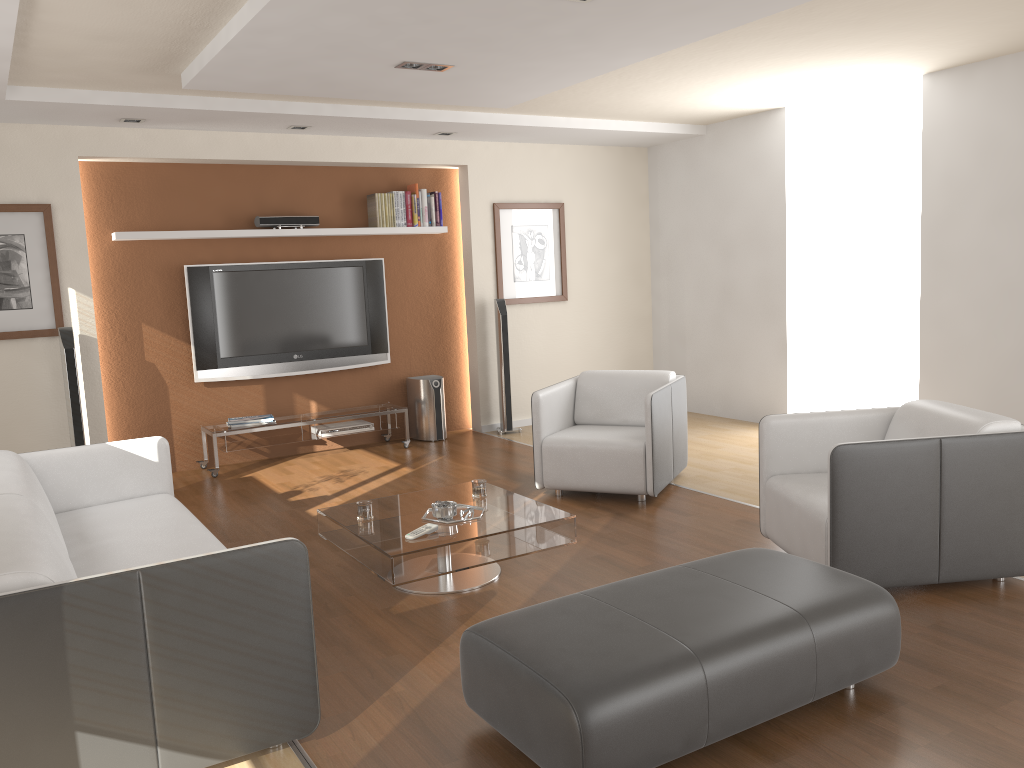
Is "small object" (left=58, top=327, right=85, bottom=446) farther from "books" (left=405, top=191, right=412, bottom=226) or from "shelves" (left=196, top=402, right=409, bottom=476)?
"books" (left=405, top=191, right=412, bottom=226)

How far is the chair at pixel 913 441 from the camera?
3.5m

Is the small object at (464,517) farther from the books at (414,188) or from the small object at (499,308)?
the books at (414,188)

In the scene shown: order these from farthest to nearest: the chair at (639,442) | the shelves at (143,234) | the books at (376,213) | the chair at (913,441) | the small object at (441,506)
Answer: the books at (376,213)
the shelves at (143,234)
the chair at (639,442)
the small object at (441,506)
the chair at (913,441)

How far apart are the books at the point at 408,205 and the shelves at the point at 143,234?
0.1 meters

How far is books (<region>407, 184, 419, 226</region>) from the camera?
7.4m

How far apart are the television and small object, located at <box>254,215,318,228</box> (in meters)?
0.31

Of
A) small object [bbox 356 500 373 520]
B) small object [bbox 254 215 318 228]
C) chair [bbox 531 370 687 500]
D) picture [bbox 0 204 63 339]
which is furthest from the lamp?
picture [bbox 0 204 63 339]

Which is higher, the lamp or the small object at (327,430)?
the lamp

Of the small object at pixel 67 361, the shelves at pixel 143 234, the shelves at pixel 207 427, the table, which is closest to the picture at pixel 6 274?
the small object at pixel 67 361
